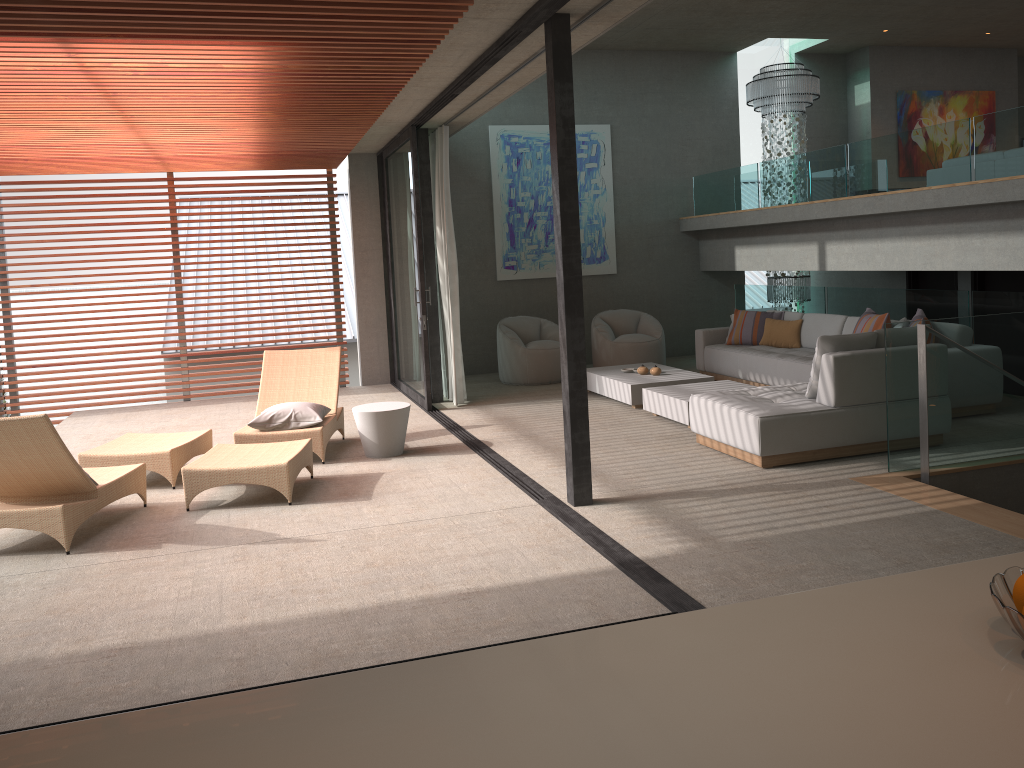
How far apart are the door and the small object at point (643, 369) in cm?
404

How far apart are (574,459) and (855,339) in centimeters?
238cm

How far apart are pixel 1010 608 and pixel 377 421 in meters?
6.0 m

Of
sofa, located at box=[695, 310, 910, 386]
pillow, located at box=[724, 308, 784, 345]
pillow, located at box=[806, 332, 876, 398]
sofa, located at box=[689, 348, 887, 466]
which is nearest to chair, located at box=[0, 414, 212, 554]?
sofa, located at box=[689, 348, 887, 466]

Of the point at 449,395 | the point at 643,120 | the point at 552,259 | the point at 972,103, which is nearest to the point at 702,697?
the point at 449,395

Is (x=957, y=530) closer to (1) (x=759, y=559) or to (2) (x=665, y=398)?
(1) (x=759, y=559)

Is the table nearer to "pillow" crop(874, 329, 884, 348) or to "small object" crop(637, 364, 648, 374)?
"small object" crop(637, 364, 648, 374)

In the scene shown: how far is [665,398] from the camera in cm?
783

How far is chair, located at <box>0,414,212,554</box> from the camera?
5.0m

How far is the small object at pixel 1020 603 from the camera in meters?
1.4 m
